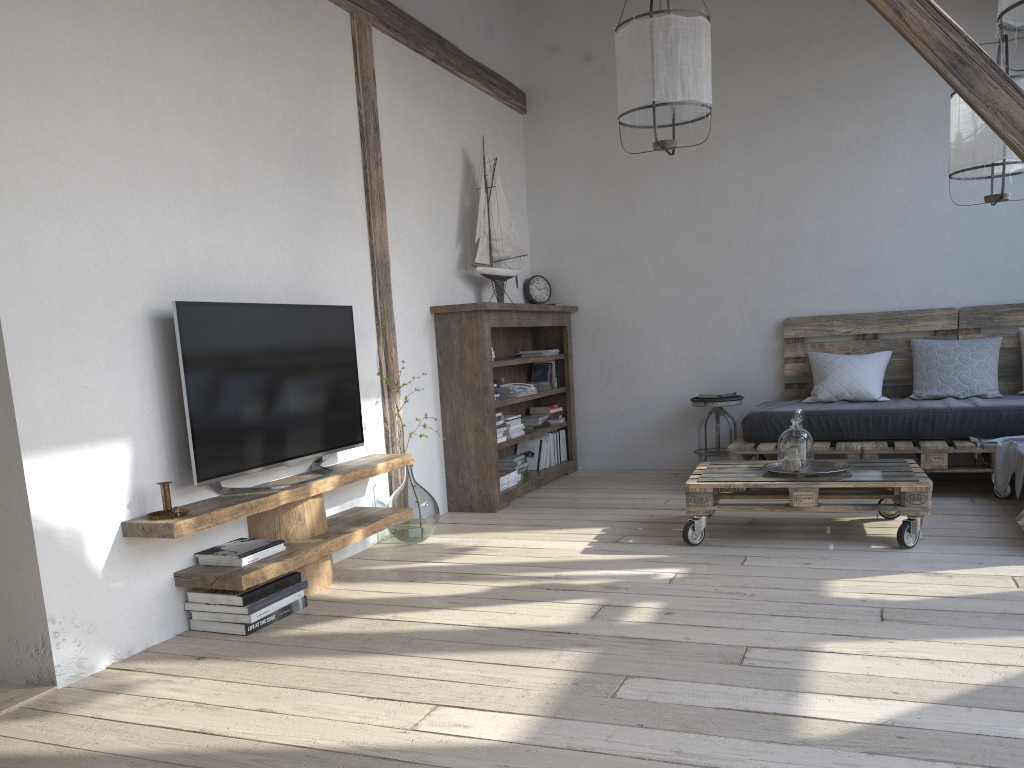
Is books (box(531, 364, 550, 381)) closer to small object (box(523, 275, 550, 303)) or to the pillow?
small object (box(523, 275, 550, 303))

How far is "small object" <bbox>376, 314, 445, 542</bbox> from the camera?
4.2m

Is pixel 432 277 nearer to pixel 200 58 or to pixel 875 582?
pixel 200 58

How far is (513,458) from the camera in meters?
5.5 m

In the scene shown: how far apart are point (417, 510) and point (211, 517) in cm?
140

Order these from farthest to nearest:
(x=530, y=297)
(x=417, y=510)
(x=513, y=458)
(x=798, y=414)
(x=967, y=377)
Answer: (x=530, y=297), (x=513, y=458), (x=967, y=377), (x=417, y=510), (x=798, y=414)

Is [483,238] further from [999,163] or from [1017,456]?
[1017,456]

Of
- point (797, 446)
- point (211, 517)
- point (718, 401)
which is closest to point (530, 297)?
point (718, 401)

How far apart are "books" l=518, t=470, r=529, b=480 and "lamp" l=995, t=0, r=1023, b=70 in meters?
3.6 m

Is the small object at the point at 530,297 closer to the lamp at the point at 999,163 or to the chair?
the chair
